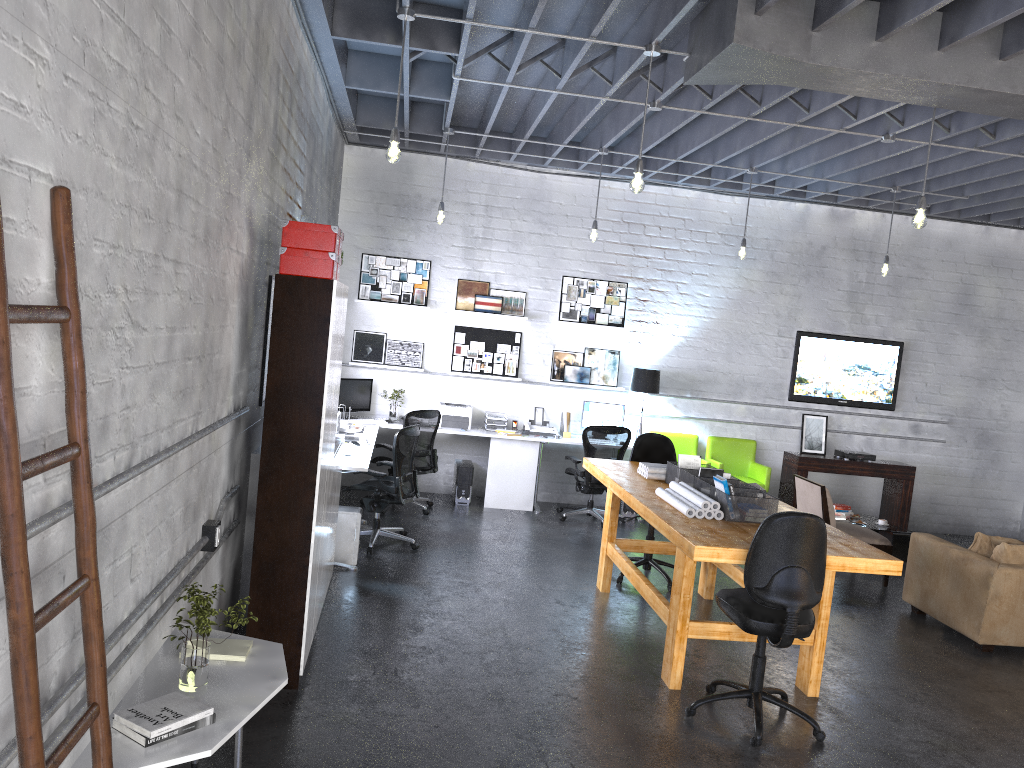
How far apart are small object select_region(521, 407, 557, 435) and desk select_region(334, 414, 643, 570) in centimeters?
12cm

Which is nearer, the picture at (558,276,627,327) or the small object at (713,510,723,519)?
the small object at (713,510,723,519)

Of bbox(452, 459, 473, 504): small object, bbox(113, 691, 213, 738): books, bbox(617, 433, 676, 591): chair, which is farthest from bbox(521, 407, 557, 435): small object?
bbox(113, 691, 213, 738): books

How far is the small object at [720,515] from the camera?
5.13m

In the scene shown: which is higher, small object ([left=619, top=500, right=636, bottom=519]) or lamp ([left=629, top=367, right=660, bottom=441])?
lamp ([left=629, top=367, right=660, bottom=441])

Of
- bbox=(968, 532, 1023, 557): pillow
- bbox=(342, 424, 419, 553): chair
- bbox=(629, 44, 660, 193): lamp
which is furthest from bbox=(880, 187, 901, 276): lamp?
bbox=(342, 424, 419, 553): chair

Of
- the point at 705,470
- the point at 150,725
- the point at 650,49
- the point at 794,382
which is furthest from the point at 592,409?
the point at 150,725

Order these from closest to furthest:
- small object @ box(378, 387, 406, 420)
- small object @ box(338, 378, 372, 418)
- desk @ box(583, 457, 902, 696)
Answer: desk @ box(583, 457, 902, 696)
small object @ box(338, 378, 372, 418)
small object @ box(378, 387, 406, 420)

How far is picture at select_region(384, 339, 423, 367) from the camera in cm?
966

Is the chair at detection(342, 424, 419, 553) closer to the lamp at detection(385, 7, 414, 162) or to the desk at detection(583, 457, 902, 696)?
the desk at detection(583, 457, 902, 696)
